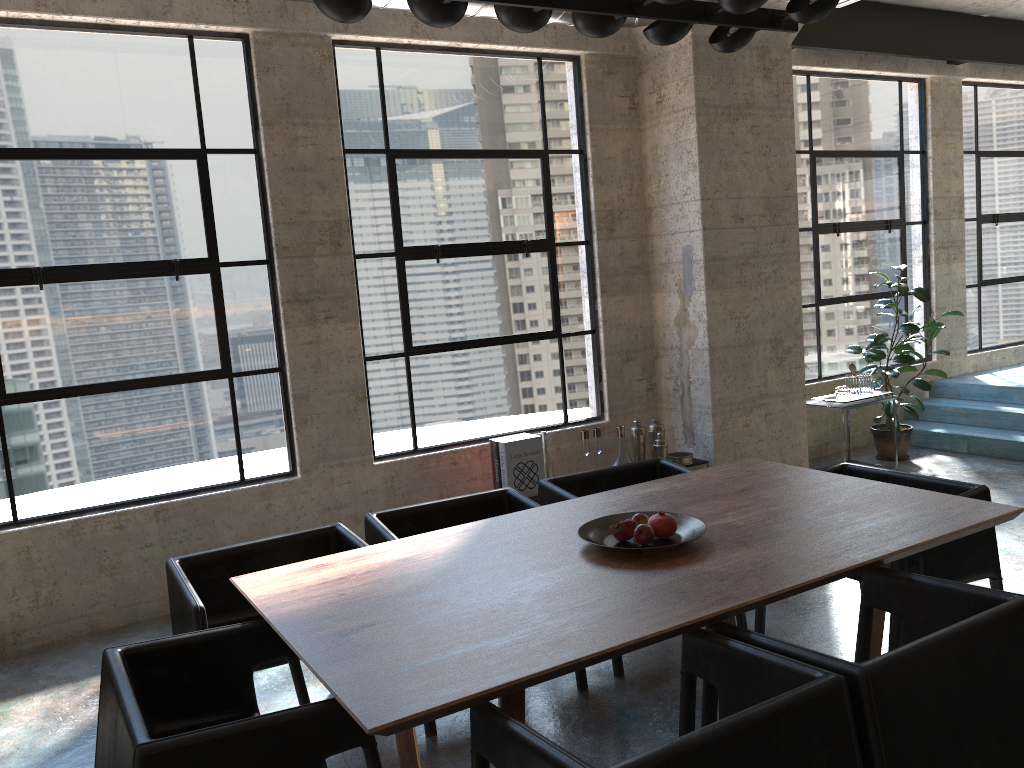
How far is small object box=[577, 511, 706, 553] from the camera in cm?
292

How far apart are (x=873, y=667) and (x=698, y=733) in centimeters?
51cm

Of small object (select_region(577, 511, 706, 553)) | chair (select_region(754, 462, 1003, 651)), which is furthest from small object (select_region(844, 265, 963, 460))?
small object (select_region(577, 511, 706, 553))

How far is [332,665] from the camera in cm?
222

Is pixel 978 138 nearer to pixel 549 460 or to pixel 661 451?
pixel 661 451

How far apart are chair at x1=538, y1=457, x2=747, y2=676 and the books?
1.1 meters

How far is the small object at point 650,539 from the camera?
2.92m

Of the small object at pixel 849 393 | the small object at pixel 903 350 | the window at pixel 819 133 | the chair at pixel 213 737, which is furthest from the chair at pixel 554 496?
the window at pixel 819 133

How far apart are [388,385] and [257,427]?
0.84m

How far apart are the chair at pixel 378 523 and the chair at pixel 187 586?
0.1m
